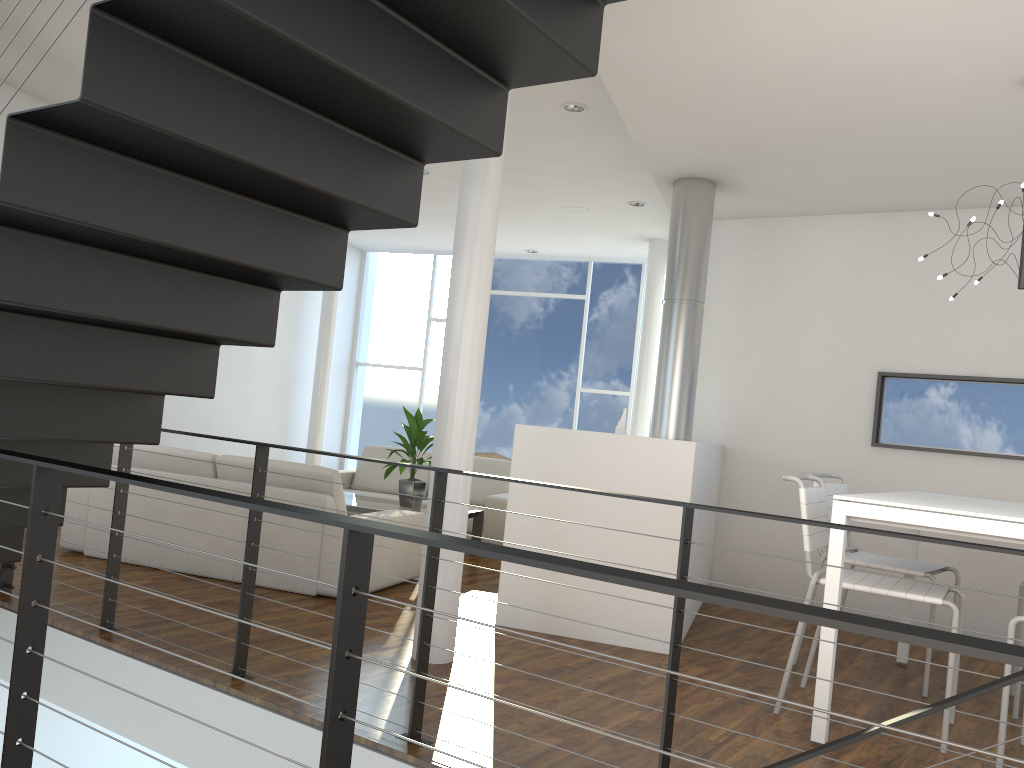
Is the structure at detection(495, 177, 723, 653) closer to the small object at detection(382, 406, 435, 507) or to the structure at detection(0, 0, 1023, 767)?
the structure at detection(0, 0, 1023, 767)

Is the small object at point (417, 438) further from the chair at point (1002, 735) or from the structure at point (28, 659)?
the chair at point (1002, 735)

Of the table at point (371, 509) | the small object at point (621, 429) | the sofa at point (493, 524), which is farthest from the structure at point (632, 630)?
the sofa at point (493, 524)

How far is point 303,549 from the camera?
3.89m

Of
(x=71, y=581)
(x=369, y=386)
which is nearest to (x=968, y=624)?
(x=71, y=581)

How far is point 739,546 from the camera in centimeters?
516cm

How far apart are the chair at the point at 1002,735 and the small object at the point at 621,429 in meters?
2.7 m

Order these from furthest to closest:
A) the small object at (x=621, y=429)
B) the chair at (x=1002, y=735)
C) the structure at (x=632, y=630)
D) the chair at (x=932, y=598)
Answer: the small object at (x=621, y=429), the structure at (x=632, y=630), the chair at (x=932, y=598), the chair at (x=1002, y=735)

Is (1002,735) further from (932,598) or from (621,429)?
(621,429)

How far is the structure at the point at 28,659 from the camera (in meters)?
1.43
